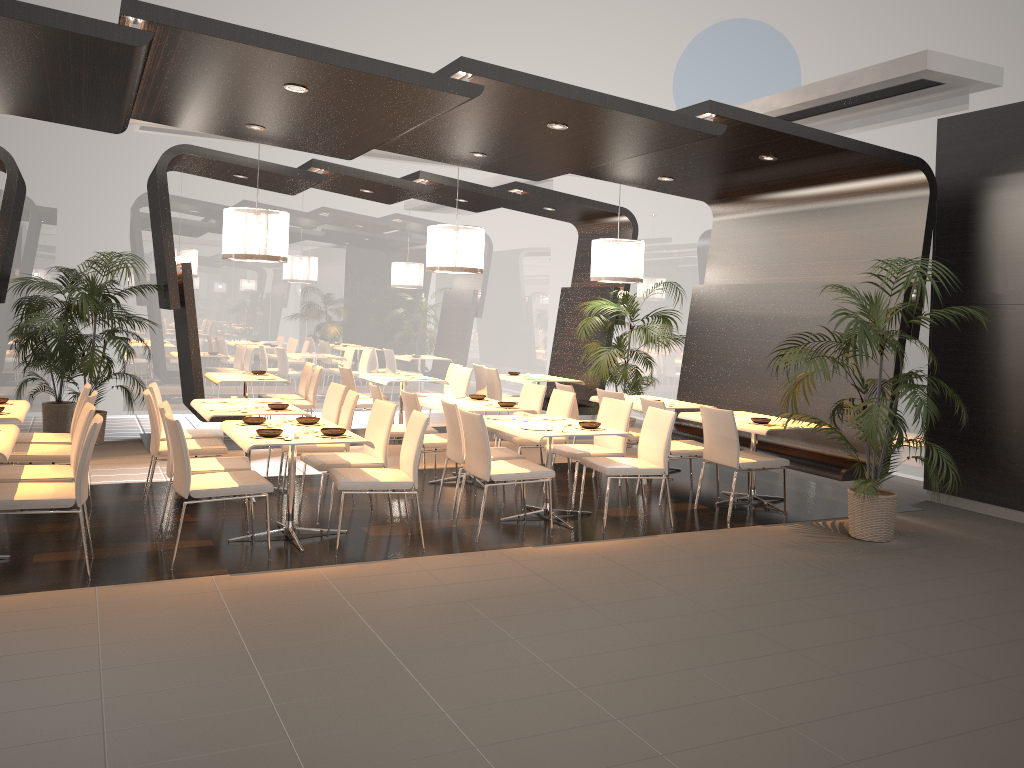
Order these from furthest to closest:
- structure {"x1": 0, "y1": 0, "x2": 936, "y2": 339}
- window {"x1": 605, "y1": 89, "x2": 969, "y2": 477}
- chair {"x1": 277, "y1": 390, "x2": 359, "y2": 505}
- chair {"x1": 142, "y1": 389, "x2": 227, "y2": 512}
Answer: window {"x1": 605, "y1": 89, "x2": 969, "y2": 477} < chair {"x1": 277, "y1": 390, "x2": 359, "y2": 505} < chair {"x1": 142, "y1": 389, "x2": 227, "y2": 512} < structure {"x1": 0, "y1": 0, "x2": 936, "y2": 339}

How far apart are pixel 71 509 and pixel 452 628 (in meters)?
3.67

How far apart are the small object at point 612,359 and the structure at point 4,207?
6.05m

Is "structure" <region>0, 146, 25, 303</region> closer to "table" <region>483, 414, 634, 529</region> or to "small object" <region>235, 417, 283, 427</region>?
"small object" <region>235, 417, 283, 427</region>

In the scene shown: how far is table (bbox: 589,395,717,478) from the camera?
8.6 meters

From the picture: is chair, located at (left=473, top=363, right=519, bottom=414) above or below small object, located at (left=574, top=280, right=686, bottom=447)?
below

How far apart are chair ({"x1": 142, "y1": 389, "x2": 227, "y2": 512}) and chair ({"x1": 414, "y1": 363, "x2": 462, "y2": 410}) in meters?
4.9 m

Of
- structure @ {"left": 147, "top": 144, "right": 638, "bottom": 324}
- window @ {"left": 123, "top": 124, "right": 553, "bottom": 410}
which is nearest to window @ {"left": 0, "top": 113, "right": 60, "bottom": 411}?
window @ {"left": 123, "top": 124, "right": 553, "bottom": 410}

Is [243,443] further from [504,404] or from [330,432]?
[504,404]

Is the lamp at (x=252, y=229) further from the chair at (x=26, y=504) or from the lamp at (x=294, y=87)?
the chair at (x=26, y=504)
